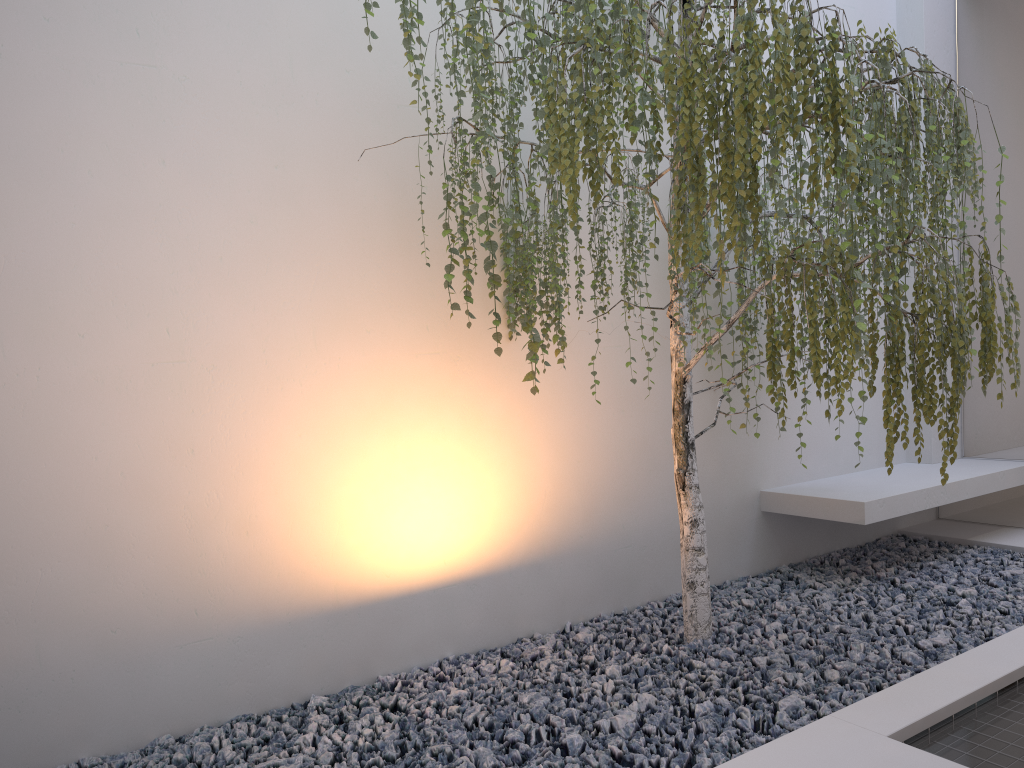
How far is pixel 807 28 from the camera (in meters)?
2.05

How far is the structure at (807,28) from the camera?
2.0m

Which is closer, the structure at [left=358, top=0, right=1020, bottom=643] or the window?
the structure at [left=358, top=0, right=1020, bottom=643]

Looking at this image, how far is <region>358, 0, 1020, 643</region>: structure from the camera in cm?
205

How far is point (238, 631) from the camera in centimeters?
298cm

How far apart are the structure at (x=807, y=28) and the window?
1.17m

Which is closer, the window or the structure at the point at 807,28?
the structure at the point at 807,28

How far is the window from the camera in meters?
4.3 m

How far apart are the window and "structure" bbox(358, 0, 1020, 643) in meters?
1.2 m
